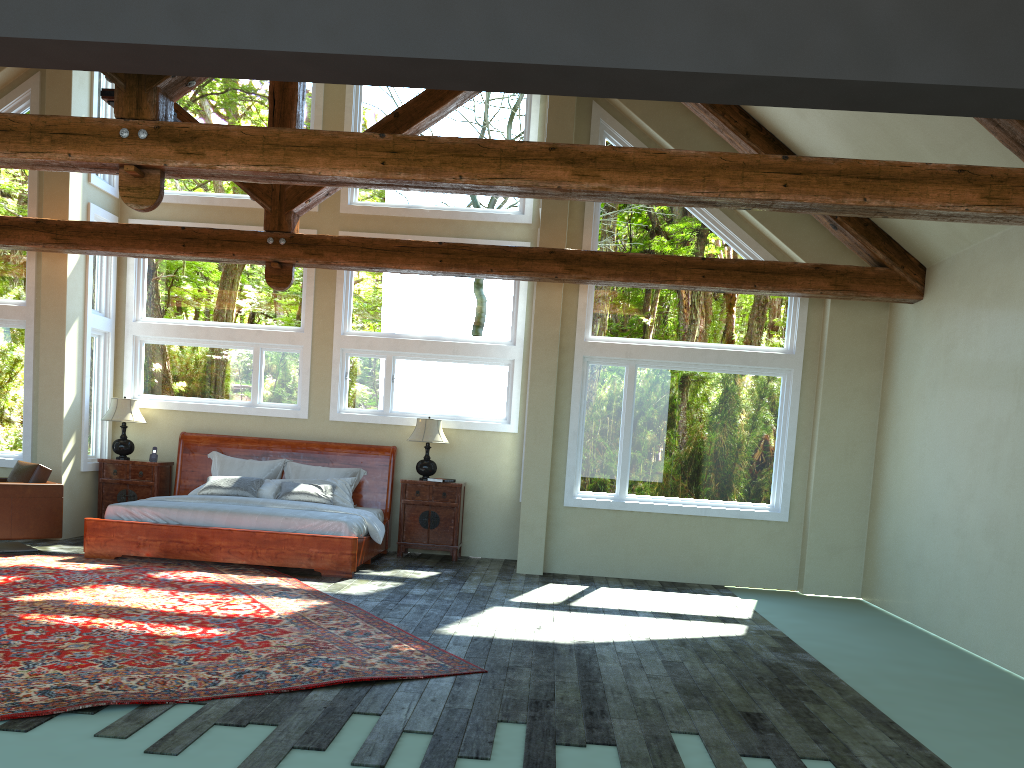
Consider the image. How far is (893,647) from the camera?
7.11m

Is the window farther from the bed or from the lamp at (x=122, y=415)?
the bed

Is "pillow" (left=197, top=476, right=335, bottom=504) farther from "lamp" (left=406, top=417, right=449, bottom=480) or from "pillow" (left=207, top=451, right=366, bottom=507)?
"lamp" (left=406, top=417, right=449, bottom=480)

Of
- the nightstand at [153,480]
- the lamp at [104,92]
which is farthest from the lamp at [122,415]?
the lamp at [104,92]

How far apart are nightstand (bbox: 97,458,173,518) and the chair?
1.27m

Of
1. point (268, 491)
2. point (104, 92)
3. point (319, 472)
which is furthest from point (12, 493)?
point (104, 92)

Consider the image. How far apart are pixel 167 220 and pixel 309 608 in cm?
633

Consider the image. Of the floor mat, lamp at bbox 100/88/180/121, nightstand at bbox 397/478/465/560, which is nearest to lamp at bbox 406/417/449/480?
nightstand at bbox 397/478/465/560

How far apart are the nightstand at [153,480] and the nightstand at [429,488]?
2.9m

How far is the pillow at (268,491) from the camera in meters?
10.0
